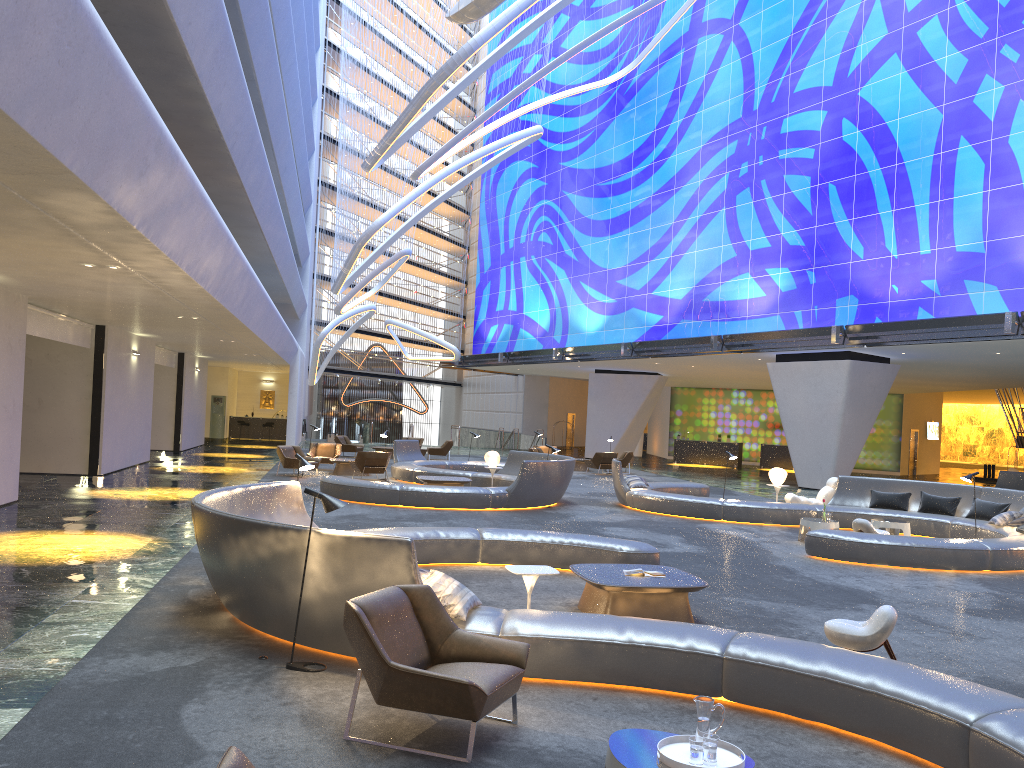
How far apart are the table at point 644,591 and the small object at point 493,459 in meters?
11.7 m

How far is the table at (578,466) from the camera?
30.9m

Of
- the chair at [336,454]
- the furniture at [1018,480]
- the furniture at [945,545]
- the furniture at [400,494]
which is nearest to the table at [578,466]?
the furniture at [400,494]

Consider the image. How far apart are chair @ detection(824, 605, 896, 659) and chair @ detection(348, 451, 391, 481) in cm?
1609

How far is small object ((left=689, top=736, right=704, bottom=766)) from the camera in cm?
375

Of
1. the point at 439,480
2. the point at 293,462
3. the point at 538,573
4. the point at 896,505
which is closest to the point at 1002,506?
the point at 896,505

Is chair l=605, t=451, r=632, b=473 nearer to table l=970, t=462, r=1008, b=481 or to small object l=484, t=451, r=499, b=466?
small object l=484, t=451, r=499, b=466

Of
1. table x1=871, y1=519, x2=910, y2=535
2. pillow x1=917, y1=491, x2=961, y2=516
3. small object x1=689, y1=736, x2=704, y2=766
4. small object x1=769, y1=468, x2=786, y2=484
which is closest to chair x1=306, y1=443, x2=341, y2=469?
small object x1=769, y1=468, x2=786, y2=484

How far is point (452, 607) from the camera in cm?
619

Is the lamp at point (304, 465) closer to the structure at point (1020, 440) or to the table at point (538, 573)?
the table at point (538, 573)
